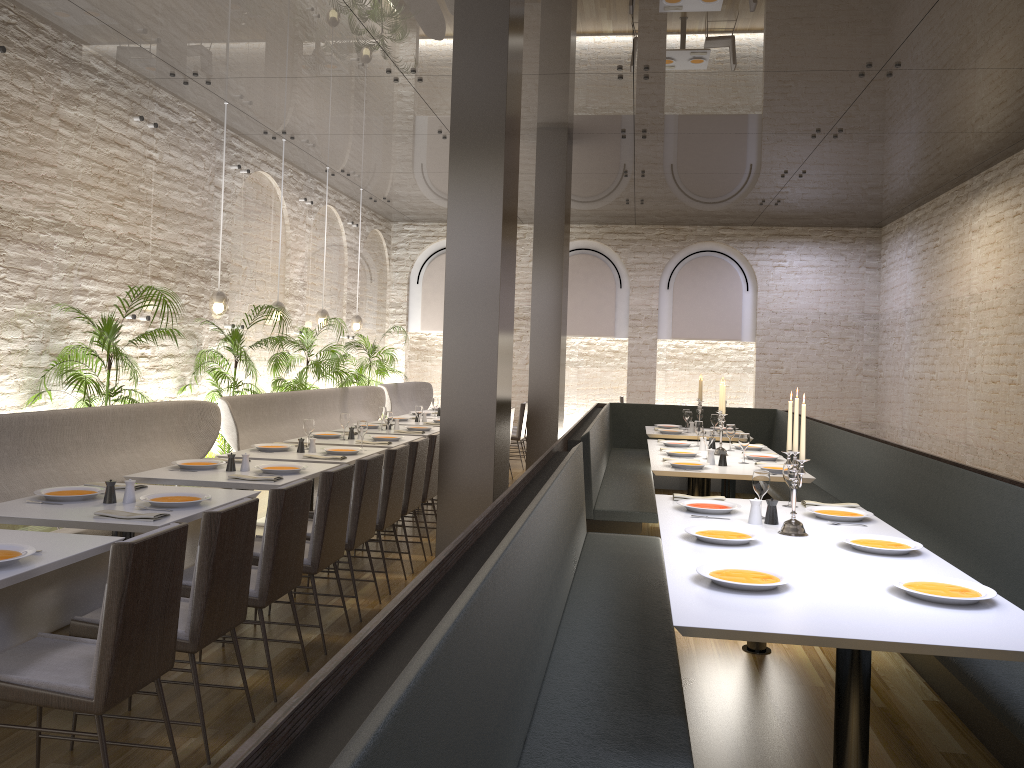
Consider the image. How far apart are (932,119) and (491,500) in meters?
6.0

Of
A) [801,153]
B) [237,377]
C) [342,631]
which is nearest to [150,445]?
Result: [342,631]

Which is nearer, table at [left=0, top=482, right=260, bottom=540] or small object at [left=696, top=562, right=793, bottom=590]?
small object at [left=696, top=562, right=793, bottom=590]

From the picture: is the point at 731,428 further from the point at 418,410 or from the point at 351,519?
the point at 351,519

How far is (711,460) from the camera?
6.62m

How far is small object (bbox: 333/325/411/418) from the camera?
12.6 meters

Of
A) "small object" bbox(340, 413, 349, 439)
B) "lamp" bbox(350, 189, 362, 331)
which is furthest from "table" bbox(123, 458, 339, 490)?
"lamp" bbox(350, 189, 362, 331)

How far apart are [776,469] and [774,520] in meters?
2.1

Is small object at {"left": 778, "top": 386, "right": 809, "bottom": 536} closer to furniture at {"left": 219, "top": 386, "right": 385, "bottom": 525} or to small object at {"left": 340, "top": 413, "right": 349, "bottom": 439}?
small object at {"left": 340, "top": 413, "right": 349, "bottom": 439}

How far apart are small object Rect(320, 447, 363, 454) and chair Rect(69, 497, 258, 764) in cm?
280
